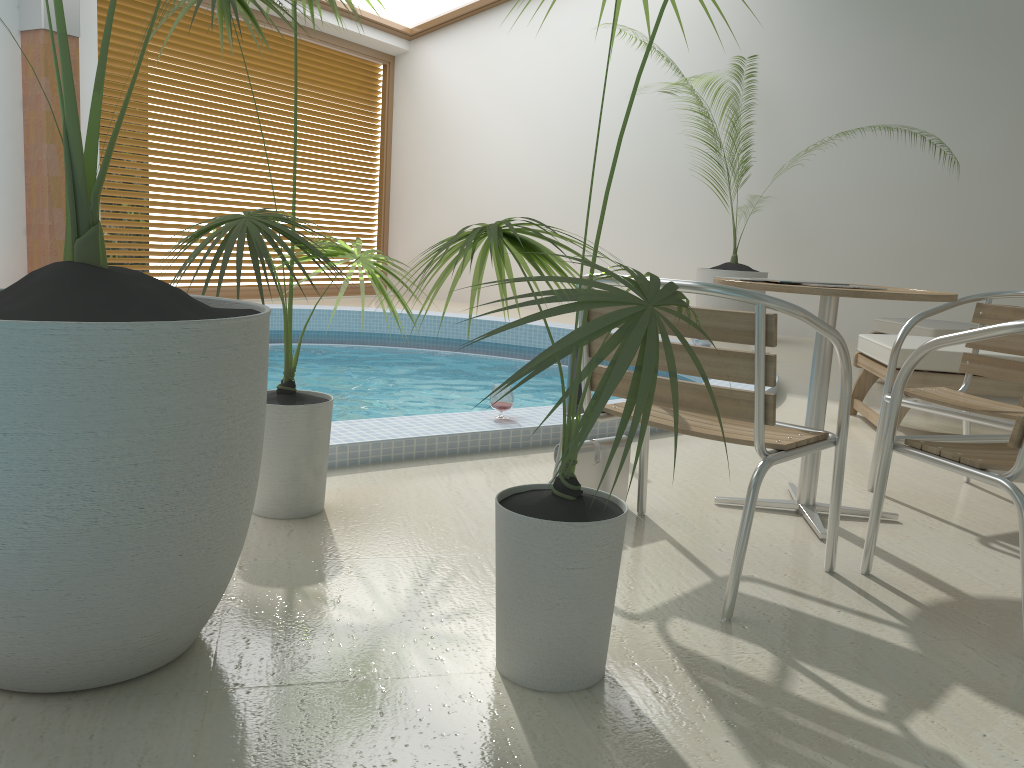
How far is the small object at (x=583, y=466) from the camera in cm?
261

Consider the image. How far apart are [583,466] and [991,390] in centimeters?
228cm

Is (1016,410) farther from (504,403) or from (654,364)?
(654,364)

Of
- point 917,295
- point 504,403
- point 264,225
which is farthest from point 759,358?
point 504,403

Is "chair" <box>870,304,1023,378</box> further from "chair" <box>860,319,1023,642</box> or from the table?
"chair" <box>860,319,1023,642</box>

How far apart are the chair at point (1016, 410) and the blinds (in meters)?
7.57

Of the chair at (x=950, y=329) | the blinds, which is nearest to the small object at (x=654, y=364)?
the chair at (x=950, y=329)

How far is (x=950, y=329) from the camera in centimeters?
529cm

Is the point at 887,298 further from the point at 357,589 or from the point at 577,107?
the point at 577,107

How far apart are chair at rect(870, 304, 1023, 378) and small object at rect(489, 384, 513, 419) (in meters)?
3.06
